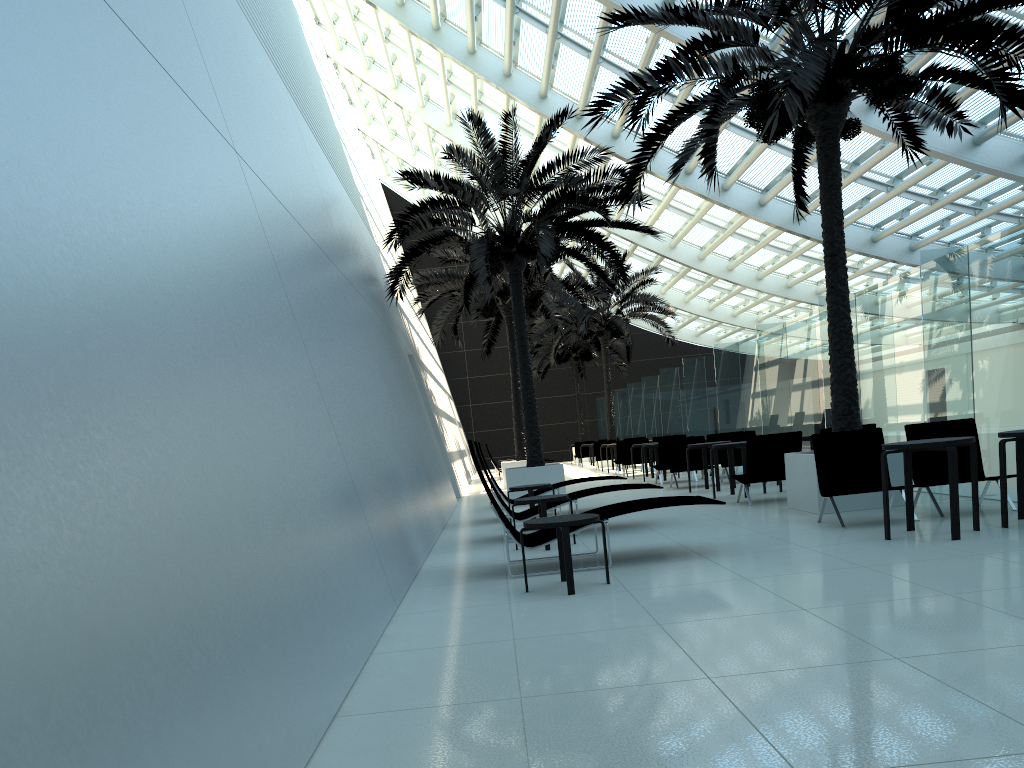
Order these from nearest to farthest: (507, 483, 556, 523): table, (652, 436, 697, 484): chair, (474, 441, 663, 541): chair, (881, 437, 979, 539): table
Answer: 1. (881, 437, 979, 539): table
2. (474, 441, 663, 541): chair
3. (507, 483, 556, 523): table
4. (652, 436, 697, 484): chair

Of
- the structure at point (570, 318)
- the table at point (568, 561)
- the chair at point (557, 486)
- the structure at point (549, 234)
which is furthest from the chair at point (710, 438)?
the table at point (568, 561)

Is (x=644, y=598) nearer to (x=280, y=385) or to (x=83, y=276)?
(x=280, y=385)

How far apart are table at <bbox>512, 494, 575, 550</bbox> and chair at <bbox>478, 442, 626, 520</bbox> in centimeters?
363cm

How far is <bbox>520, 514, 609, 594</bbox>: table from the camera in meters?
5.9 m

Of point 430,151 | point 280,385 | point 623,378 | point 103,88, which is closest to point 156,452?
point 103,88

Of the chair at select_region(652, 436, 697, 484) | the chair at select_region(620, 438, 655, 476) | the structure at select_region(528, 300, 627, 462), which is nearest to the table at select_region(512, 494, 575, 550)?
the chair at select_region(652, 436, 697, 484)

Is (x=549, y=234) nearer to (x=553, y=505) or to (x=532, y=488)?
(x=532, y=488)

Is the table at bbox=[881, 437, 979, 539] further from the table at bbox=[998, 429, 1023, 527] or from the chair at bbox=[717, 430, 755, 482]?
the chair at bbox=[717, 430, 755, 482]

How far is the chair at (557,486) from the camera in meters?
12.3 m
